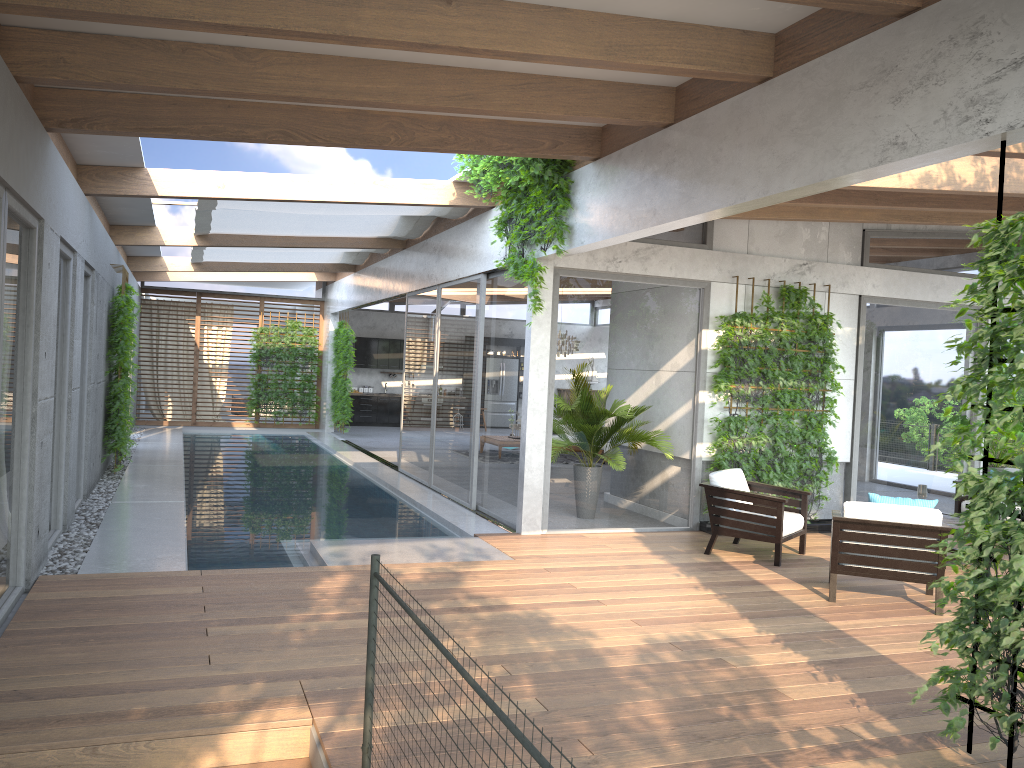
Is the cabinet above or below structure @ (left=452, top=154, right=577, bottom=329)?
below

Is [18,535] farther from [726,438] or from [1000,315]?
[726,438]

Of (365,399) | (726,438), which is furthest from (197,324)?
(726,438)

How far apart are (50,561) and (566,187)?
5.15m

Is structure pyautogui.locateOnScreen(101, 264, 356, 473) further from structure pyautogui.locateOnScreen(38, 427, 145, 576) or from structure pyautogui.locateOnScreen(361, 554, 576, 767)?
structure pyautogui.locateOnScreen(361, 554, 576, 767)

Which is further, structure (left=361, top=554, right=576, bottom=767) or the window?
Result: the window

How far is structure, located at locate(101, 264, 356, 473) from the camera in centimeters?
1124cm

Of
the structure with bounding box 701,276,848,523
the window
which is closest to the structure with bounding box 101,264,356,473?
the window

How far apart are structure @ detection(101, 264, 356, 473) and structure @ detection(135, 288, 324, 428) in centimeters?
72cm

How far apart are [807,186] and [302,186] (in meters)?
5.75
